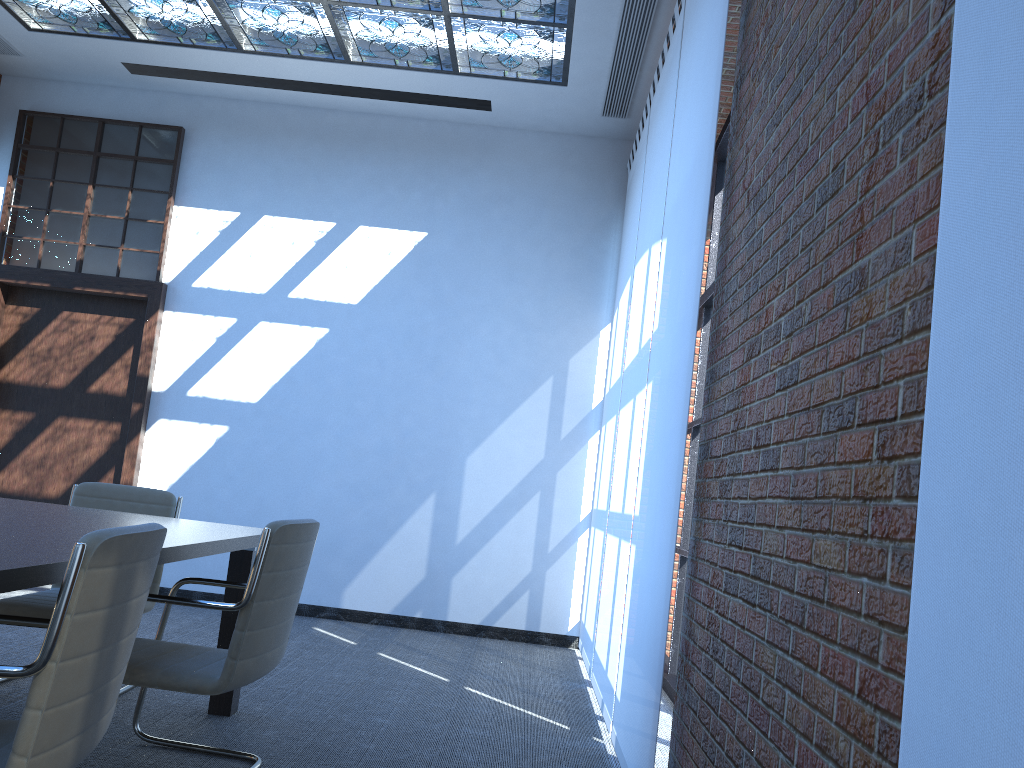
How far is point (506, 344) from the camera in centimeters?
695cm

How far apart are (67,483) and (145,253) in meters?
1.9 m

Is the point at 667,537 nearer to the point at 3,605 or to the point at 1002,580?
the point at 1002,580

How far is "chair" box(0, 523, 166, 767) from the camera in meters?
1.7 m

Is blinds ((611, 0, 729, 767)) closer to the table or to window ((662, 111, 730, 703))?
window ((662, 111, 730, 703))

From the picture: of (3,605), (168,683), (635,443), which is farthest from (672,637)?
(3,605)

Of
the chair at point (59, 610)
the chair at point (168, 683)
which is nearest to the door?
the chair at point (168, 683)

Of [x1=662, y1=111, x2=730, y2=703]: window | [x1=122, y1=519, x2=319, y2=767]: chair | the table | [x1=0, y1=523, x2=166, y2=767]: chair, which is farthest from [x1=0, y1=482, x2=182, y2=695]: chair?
[x1=662, y1=111, x2=730, y2=703]: window

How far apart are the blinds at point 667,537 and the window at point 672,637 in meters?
1.4

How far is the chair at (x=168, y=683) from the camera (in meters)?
2.82
